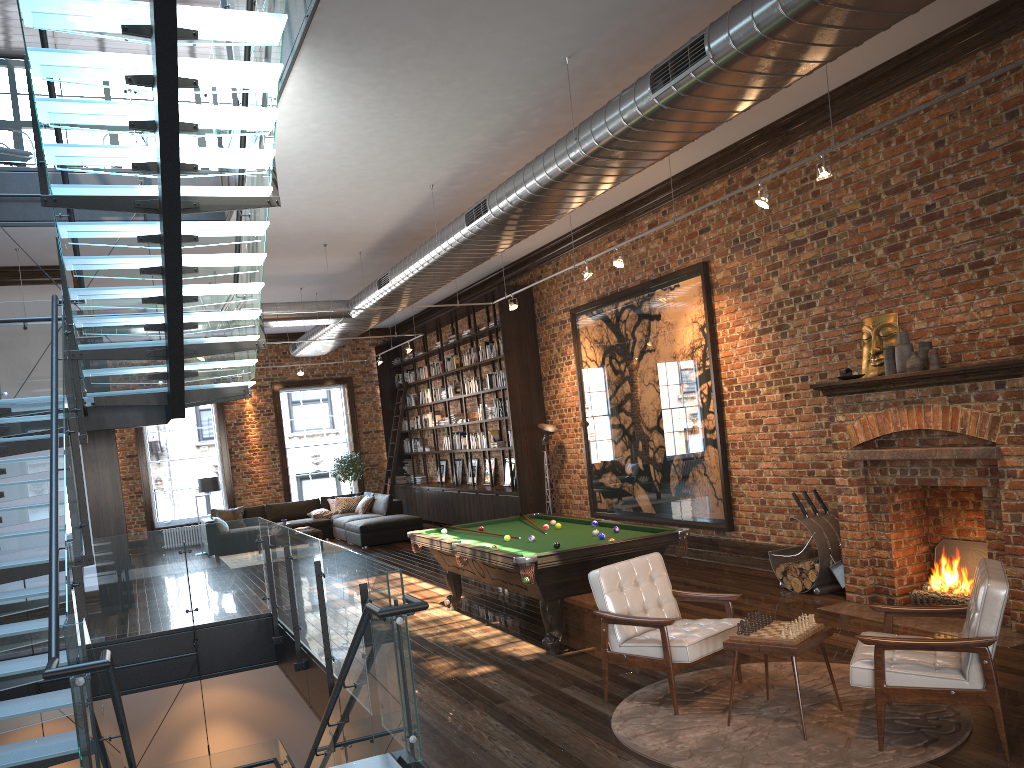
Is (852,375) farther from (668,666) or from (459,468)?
(459,468)

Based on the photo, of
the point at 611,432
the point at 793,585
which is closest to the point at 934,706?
the point at 793,585

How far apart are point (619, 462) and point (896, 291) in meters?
5.0 m

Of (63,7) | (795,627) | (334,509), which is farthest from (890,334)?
(334,509)

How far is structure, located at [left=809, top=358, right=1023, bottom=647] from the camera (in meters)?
6.14

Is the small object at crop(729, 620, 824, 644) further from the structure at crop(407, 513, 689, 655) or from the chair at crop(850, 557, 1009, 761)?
the structure at crop(407, 513, 689, 655)

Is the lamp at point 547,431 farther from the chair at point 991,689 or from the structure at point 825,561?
the chair at point 991,689

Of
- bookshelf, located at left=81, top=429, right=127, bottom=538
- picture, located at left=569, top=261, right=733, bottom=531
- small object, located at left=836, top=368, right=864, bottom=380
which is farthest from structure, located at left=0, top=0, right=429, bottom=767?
picture, located at left=569, top=261, right=733, bottom=531

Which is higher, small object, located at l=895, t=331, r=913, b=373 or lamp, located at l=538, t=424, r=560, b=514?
small object, located at l=895, t=331, r=913, b=373

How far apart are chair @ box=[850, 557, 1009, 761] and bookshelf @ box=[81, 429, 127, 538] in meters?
9.6
